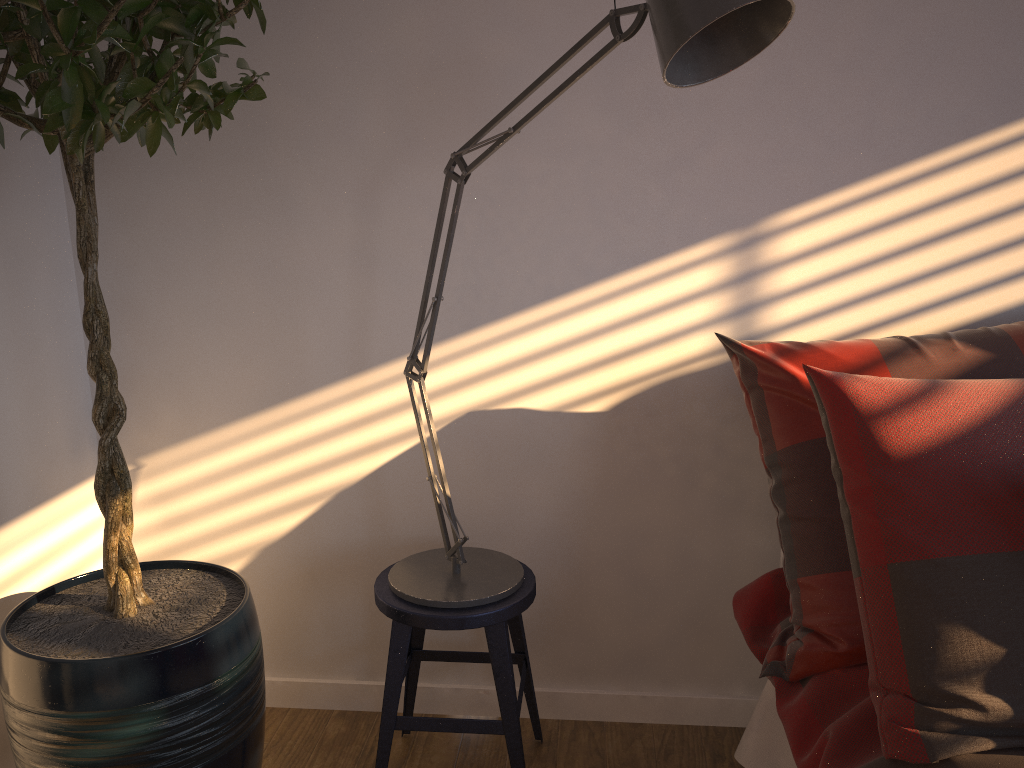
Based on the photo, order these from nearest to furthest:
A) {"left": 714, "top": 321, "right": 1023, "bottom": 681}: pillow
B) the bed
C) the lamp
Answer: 1. the lamp
2. the bed
3. {"left": 714, "top": 321, "right": 1023, "bottom": 681}: pillow

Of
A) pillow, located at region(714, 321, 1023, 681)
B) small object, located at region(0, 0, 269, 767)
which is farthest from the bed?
small object, located at region(0, 0, 269, 767)

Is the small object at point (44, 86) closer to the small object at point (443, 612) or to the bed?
the small object at point (443, 612)

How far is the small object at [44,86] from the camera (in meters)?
1.24

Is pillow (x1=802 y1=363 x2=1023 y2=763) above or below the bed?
Result: above

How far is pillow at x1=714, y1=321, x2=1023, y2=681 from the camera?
1.5m

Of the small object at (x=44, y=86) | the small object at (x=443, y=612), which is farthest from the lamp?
the small object at (x=44, y=86)

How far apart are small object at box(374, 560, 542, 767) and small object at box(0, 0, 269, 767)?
0.2m

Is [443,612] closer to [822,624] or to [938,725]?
[822,624]

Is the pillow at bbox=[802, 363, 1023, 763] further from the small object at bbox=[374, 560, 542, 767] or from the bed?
the small object at bbox=[374, 560, 542, 767]
